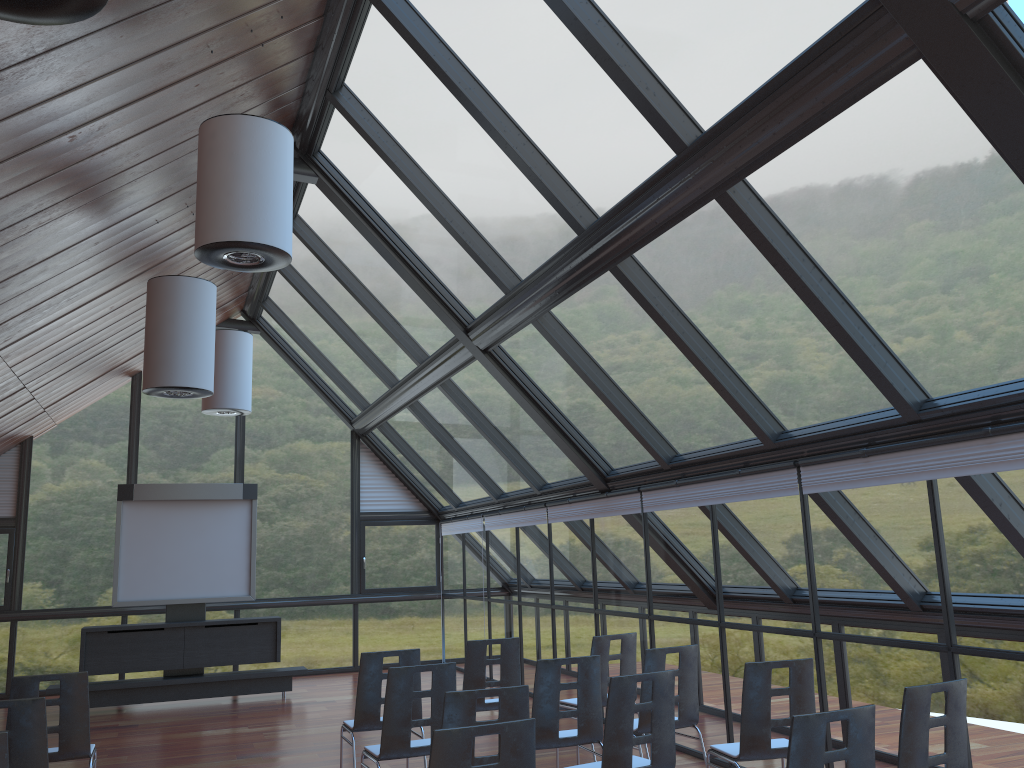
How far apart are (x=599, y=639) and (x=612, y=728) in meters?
2.5

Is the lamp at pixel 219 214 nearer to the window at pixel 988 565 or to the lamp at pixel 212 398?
the window at pixel 988 565

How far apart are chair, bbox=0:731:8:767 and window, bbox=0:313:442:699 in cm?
1105

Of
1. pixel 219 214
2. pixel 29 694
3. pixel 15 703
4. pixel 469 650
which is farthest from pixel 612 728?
pixel 219 214

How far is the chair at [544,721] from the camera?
5.87m

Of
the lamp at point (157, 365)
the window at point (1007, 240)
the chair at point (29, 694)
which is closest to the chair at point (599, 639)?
the window at point (1007, 240)

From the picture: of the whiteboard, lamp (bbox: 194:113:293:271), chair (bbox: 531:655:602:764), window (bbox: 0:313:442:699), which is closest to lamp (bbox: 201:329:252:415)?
the whiteboard

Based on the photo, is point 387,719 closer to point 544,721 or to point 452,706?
point 544,721

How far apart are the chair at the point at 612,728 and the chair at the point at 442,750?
1.3m

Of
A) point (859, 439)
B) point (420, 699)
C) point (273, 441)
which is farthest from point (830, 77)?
point (273, 441)
